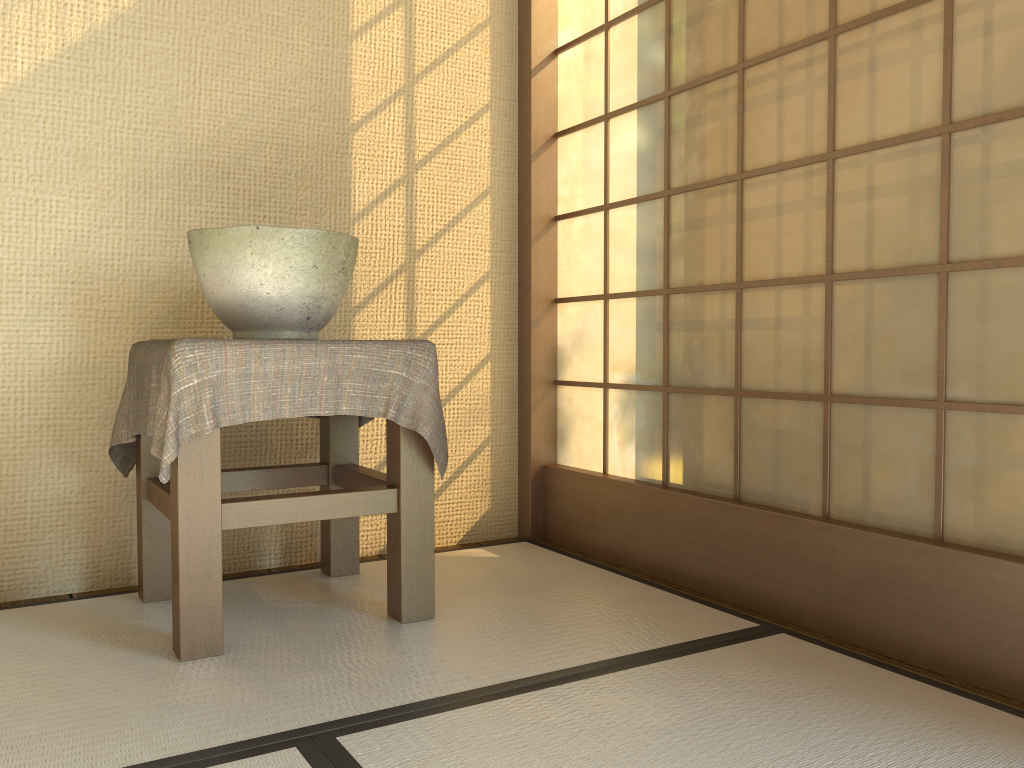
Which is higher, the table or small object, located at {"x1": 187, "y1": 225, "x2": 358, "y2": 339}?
small object, located at {"x1": 187, "y1": 225, "x2": 358, "y2": 339}

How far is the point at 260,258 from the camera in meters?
1.8

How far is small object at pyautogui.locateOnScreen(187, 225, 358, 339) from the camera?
1.8 meters

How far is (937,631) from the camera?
1.6m

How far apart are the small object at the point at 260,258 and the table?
0.1m

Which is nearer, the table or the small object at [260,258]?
the table

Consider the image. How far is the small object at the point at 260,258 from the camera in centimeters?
177cm

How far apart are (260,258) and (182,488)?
0.5 meters

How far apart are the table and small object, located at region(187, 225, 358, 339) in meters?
0.1

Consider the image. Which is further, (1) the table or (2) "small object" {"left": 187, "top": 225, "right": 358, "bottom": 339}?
(2) "small object" {"left": 187, "top": 225, "right": 358, "bottom": 339}
